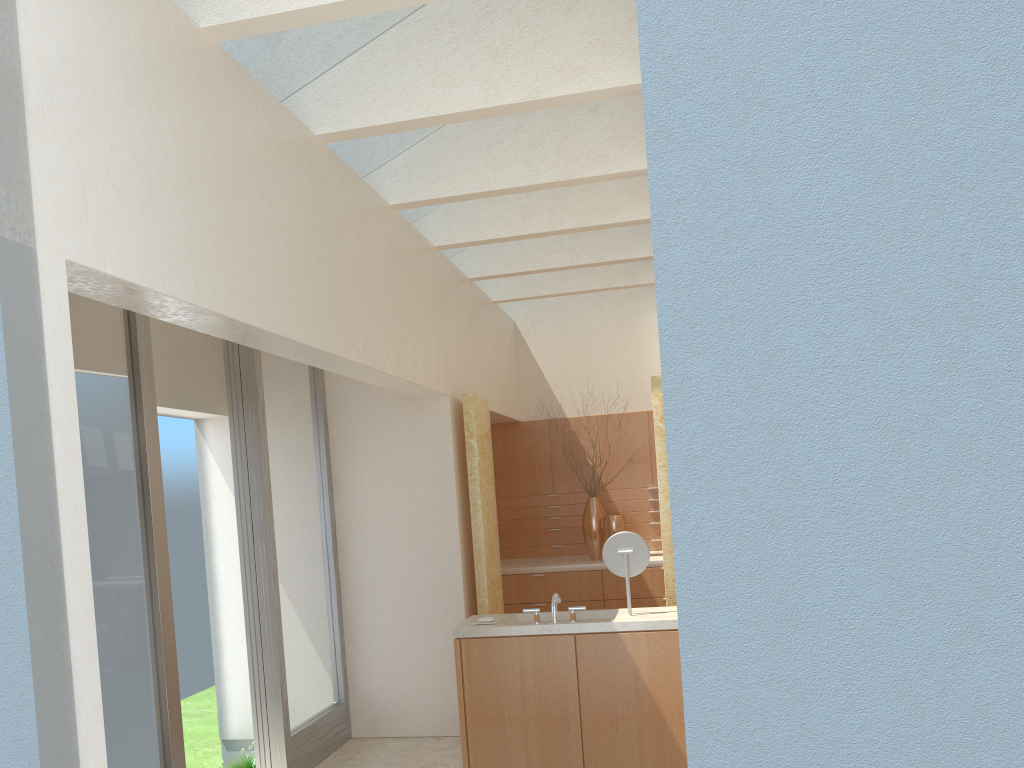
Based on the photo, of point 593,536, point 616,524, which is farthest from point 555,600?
point 593,536

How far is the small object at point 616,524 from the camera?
18.7m

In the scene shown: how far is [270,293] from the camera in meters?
8.6 m

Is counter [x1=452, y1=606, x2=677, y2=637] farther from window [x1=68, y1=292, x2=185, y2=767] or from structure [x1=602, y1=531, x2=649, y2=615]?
window [x1=68, y1=292, x2=185, y2=767]

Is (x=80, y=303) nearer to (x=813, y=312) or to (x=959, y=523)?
(x=813, y=312)

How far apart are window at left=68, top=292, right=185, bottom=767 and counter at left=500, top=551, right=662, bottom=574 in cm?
926

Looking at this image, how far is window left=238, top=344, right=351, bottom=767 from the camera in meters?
12.5

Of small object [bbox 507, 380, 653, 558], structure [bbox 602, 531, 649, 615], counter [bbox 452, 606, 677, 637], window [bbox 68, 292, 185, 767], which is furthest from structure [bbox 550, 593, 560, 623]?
small object [bbox 507, 380, 653, 558]

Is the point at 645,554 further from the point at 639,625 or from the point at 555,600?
the point at 555,600

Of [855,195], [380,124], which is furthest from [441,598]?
[855,195]
